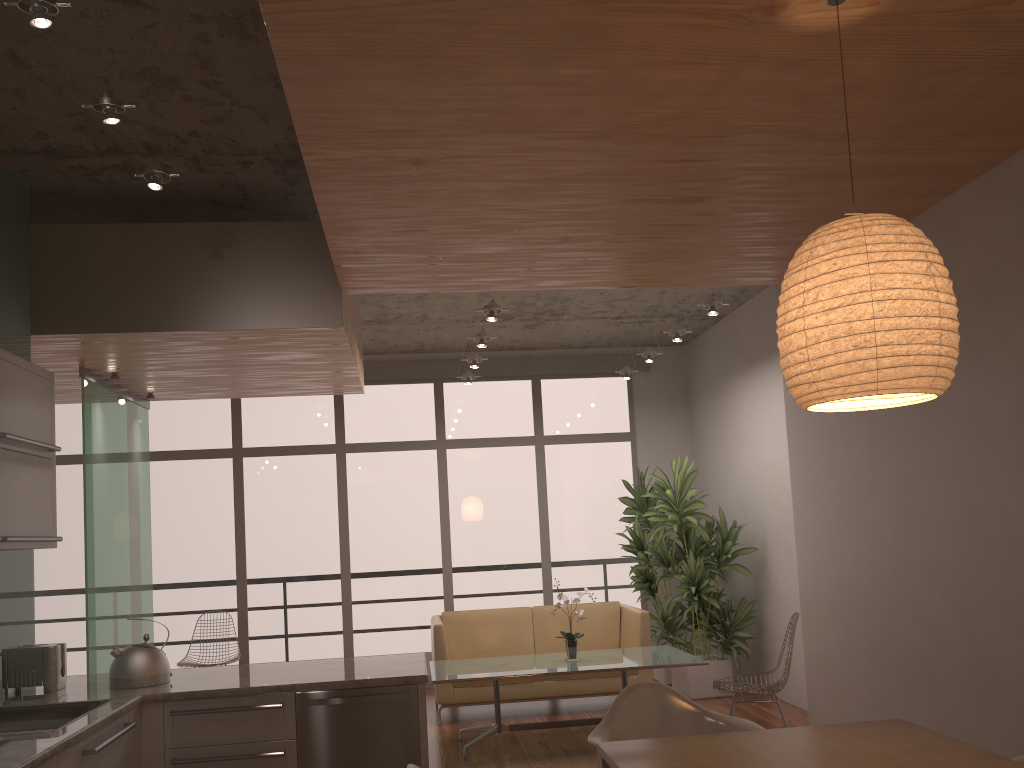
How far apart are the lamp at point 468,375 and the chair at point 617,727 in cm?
508

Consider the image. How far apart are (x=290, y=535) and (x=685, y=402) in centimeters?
431cm

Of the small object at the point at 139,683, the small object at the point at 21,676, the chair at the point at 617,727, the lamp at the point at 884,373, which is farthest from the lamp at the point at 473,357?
the chair at the point at 617,727

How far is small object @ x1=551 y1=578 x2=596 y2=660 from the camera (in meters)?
6.17

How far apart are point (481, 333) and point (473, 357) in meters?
0.8 m

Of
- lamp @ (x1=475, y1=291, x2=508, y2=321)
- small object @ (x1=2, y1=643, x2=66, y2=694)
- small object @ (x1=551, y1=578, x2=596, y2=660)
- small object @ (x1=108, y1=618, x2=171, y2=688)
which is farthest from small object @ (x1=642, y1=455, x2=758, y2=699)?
small object @ (x1=2, y1=643, x2=66, y2=694)

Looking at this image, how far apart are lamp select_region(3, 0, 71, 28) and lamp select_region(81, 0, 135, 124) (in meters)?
0.48

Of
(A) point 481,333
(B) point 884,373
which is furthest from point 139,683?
(A) point 481,333

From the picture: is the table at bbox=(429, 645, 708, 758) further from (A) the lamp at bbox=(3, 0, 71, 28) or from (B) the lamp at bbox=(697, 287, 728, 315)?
(A) the lamp at bbox=(3, 0, 71, 28)

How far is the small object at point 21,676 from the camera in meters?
3.8 m
